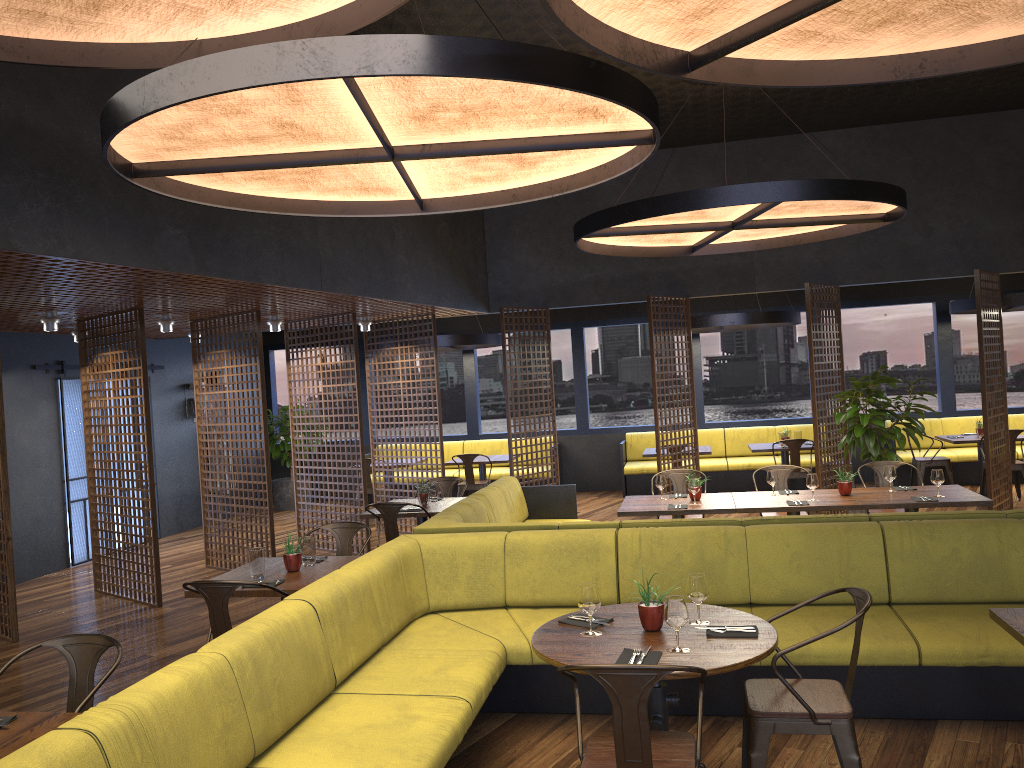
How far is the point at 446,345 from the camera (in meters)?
11.85

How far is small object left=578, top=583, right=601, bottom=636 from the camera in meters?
3.7

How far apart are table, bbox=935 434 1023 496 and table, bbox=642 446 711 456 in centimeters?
296cm

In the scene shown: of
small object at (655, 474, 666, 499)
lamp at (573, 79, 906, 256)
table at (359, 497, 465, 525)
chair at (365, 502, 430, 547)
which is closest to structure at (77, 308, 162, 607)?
table at (359, 497, 465, 525)

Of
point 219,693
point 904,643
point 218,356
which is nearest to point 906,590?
point 904,643

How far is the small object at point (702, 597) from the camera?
3.7 meters

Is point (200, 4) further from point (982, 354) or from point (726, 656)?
point (982, 354)

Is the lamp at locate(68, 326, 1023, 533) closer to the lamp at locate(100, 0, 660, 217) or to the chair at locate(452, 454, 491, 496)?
the lamp at locate(100, 0, 660, 217)

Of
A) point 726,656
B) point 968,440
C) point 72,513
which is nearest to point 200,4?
point 726,656

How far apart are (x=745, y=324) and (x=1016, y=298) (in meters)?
3.12
